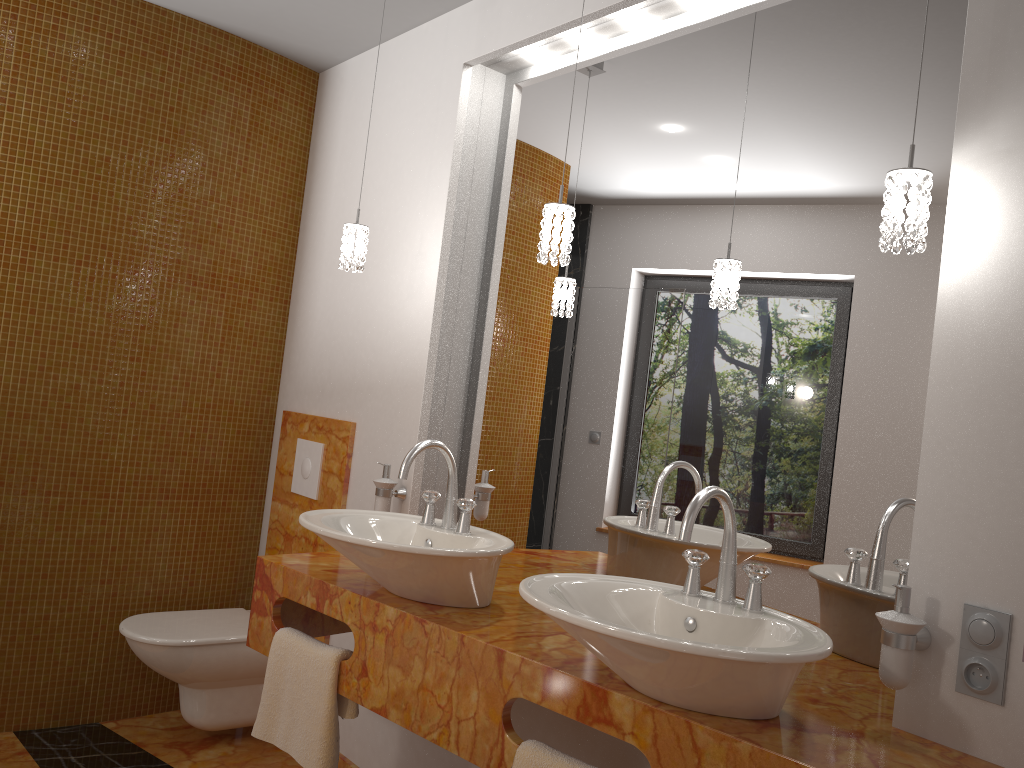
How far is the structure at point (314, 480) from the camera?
3.2 meters

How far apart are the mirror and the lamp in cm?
19

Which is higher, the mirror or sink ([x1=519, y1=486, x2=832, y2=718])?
the mirror

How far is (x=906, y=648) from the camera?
1.4 meters

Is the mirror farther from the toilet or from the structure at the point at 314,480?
the toilet

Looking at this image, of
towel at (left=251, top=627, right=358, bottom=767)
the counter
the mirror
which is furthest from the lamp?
towel at (left=251, top=627, right=358, bottom=767)

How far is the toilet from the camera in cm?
280

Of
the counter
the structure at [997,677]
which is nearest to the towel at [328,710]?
the counter

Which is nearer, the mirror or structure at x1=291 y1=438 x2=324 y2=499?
the mirror

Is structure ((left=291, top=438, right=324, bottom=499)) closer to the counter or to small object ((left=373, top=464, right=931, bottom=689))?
small object ((left=373, top=464, right=931, bottom=689))
